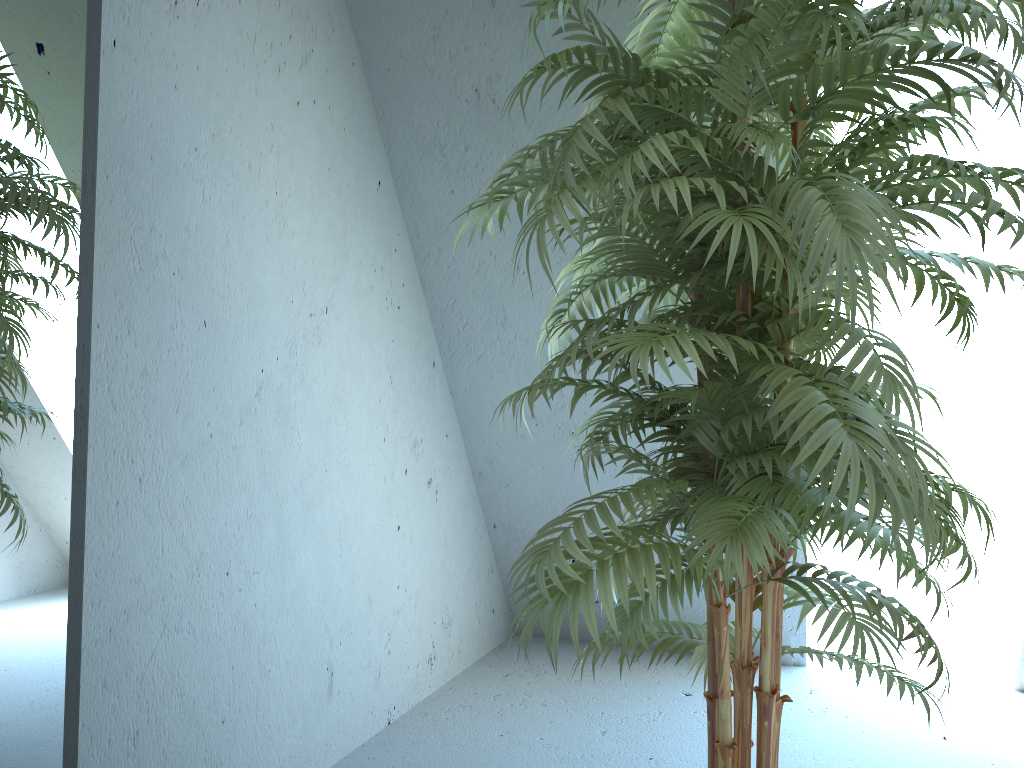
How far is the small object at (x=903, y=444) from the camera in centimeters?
109cm

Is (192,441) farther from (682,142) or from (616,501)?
(682,142)

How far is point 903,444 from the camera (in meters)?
1.09

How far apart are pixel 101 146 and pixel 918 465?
1.4 meters

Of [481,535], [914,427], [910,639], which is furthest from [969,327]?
[910,639]

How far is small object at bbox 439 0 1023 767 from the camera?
1.1 meters
